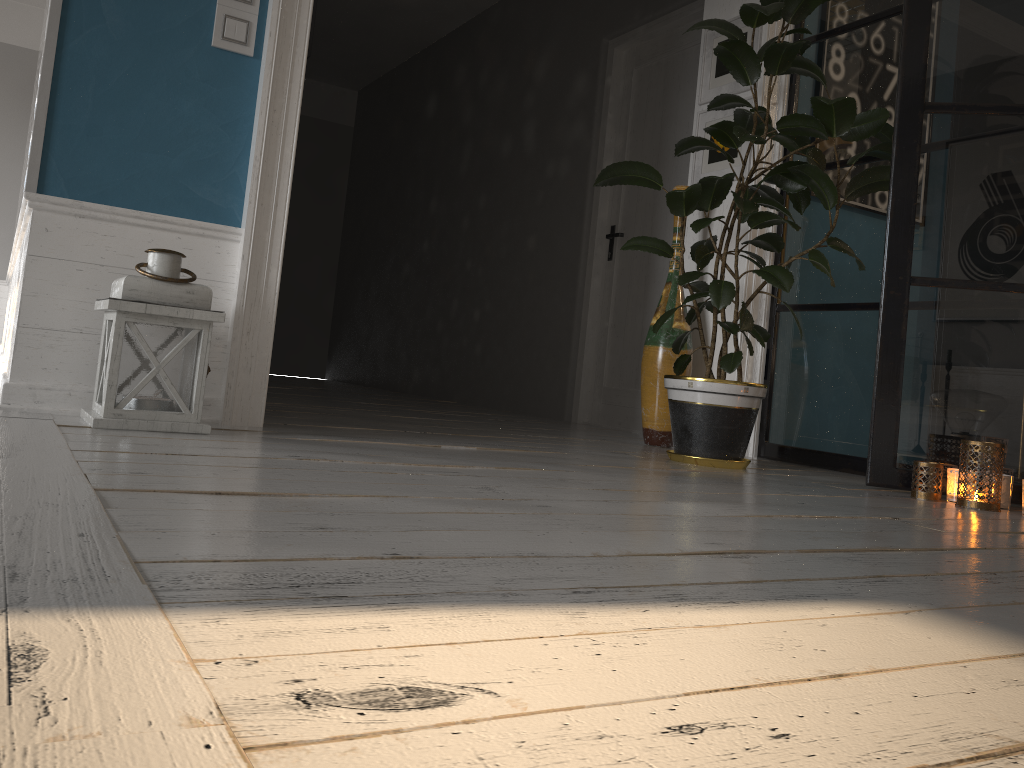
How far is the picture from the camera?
3.85m

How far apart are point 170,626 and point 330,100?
8.8m

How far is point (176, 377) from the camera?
2.3 meters

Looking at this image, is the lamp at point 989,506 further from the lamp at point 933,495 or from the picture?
the picture

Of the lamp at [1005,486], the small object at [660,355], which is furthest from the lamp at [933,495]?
the small object at [660,355]

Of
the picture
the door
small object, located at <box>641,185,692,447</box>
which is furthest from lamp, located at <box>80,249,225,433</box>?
the door

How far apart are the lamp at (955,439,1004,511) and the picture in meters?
1.7 m

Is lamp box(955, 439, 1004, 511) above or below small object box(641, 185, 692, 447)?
below

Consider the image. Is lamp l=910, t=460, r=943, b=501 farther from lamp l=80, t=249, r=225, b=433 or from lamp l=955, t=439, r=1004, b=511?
lamp l=80, t=249, r=225, b=433

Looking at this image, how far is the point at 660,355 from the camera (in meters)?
3.69
